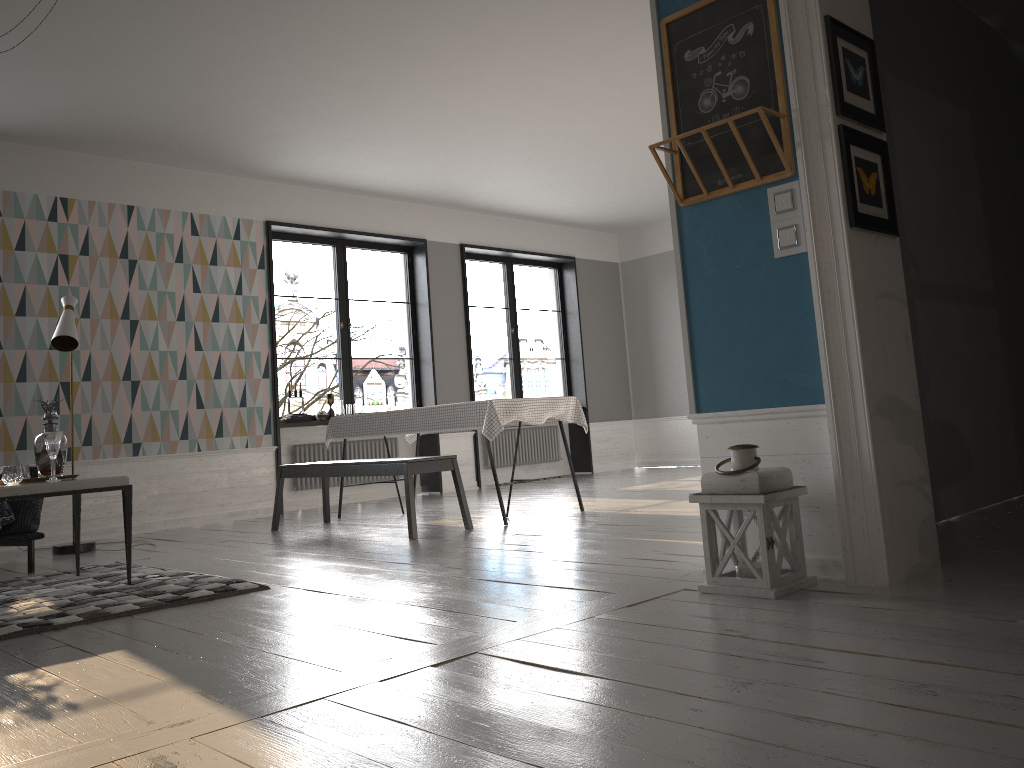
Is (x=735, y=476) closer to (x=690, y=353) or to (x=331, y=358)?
(x=690, y=353)

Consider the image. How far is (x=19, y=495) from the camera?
3.8 meters

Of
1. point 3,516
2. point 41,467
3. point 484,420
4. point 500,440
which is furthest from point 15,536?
point 500,440

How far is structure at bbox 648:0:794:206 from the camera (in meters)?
3.14

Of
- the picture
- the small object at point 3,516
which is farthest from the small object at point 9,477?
the picture

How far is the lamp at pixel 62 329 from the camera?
5.72m

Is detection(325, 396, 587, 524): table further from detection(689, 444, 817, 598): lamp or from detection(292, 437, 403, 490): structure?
detection(689, 444, 817, 598): lamp

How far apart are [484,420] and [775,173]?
2.9 meters

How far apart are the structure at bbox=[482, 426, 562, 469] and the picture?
6.96m

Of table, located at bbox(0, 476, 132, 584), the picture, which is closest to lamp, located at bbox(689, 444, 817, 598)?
the picture
